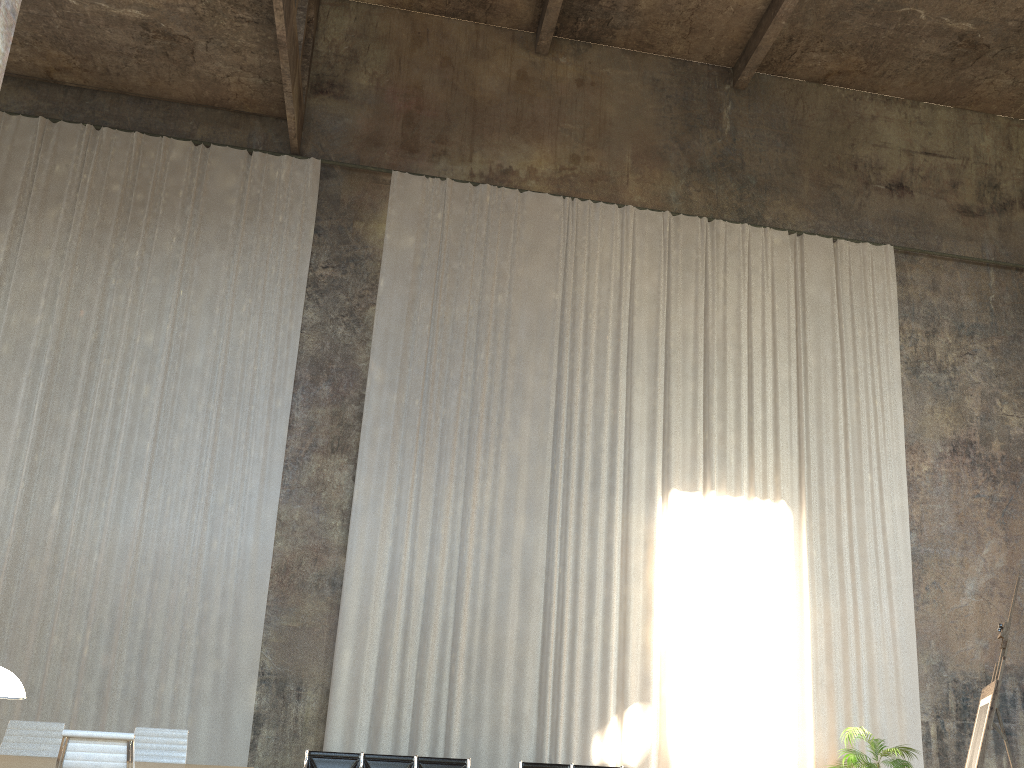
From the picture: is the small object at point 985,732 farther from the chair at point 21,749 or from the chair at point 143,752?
the chair at point 21,749

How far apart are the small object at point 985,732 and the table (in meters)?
5.60

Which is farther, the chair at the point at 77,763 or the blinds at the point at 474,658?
the blinds at the point at 474,658

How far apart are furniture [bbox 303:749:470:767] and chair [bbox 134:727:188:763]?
2.60m

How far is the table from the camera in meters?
5.8

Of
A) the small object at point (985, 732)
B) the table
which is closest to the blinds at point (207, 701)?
the table

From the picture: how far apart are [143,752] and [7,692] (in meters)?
4.82

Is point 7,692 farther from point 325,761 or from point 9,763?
point 325,761

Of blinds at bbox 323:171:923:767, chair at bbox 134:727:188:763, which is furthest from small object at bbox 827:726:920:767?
chair at bbox 134:727:188:763

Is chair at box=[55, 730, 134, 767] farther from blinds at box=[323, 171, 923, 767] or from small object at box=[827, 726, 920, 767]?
small object at box=[827, 726, 920, 767]
